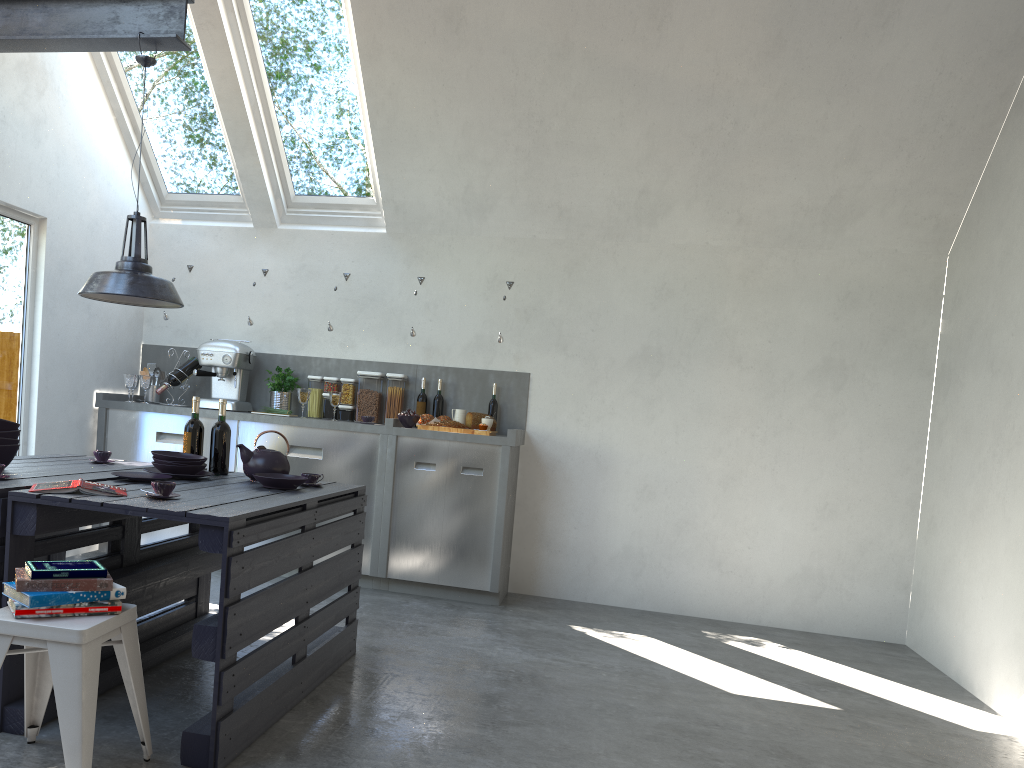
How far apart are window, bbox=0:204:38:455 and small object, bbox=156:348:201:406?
0.8m

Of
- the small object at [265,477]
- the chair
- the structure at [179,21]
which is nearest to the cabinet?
the small object at [265,477]

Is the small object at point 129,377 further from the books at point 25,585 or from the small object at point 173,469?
the books at point 25,585

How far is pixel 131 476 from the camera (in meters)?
3.34

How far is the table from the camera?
2.6m

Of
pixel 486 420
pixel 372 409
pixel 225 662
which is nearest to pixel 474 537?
pixel 486 420

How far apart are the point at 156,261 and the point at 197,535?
2.99m

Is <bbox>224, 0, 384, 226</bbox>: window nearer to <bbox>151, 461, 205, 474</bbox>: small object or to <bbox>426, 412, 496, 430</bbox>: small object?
<bbox>426, 412, 496, 430</bbox>: small object

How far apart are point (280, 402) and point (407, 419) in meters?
1.0 m

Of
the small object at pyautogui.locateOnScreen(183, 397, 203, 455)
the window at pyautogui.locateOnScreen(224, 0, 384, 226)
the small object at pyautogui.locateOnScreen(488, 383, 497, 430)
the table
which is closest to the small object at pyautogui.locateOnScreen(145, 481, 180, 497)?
the table
